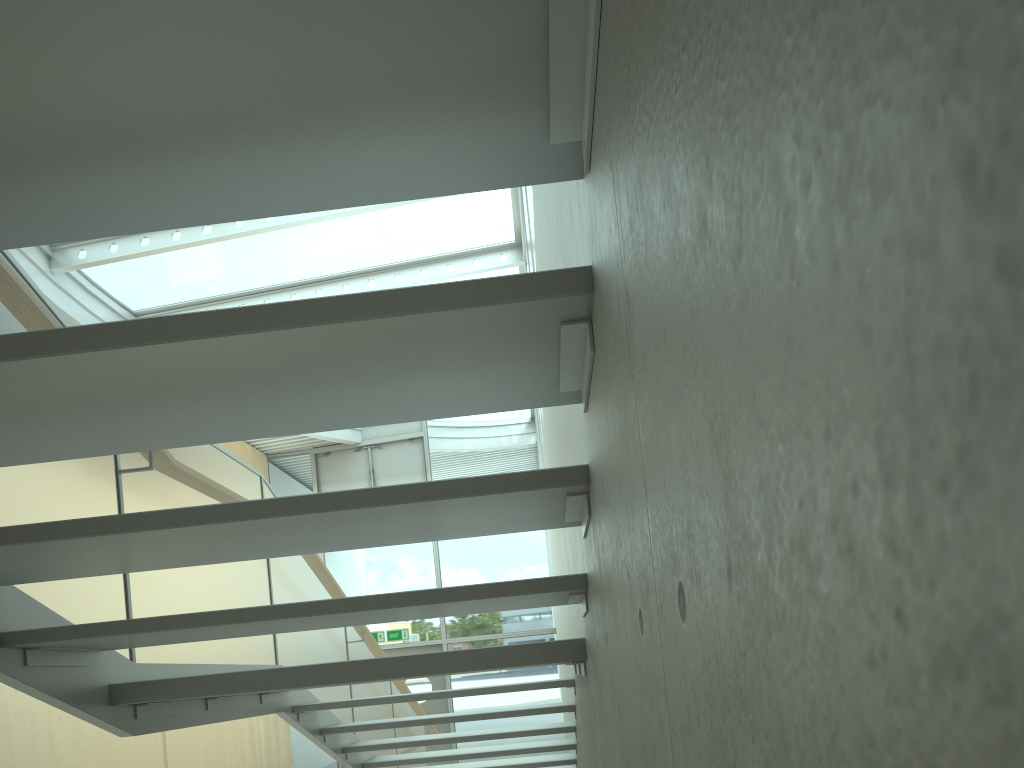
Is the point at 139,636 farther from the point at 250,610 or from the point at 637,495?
the point at 637,495

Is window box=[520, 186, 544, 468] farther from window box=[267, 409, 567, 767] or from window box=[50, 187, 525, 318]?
window box=[267, 409, 567, 767]

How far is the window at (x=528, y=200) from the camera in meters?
6.3

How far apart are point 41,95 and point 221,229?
8.0 meters

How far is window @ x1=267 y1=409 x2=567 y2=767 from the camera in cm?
1376

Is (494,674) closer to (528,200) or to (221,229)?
(221,229)

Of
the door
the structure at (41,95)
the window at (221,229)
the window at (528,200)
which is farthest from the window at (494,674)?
the window at (528,200)

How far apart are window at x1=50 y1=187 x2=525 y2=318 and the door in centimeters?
629cm

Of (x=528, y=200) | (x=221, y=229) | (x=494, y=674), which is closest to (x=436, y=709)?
(x=494, y=674)

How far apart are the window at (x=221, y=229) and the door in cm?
629
